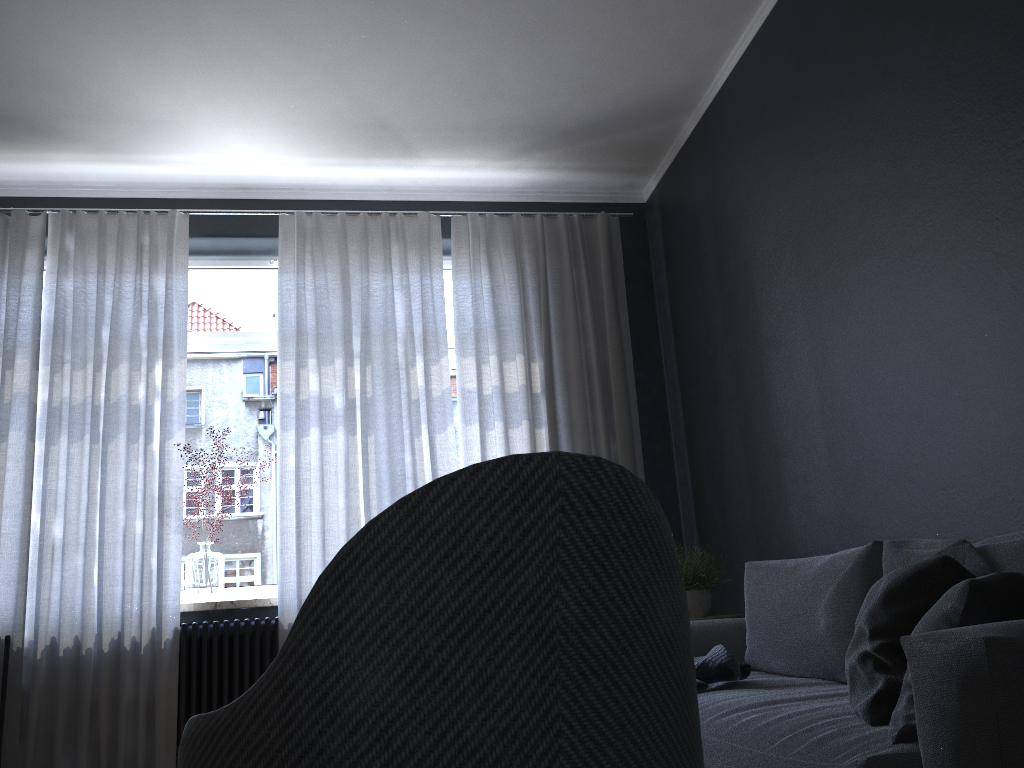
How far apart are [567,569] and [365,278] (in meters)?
3.82

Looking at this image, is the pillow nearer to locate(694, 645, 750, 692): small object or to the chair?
the chair

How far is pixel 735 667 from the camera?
2.50m

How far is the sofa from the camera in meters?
1.2 m

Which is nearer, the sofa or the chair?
the chair

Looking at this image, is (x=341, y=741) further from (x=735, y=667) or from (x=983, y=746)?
(x=735, y=667)

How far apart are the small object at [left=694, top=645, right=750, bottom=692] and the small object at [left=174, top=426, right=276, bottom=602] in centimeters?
247cm

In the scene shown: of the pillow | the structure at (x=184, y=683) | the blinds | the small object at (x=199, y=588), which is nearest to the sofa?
the pillow

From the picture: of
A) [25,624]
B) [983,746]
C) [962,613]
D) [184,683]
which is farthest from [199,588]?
[983,746]

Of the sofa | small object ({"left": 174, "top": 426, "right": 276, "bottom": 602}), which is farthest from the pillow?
small object ({"left": 174, "top": 426, "right": 276, "bottom": 602})
